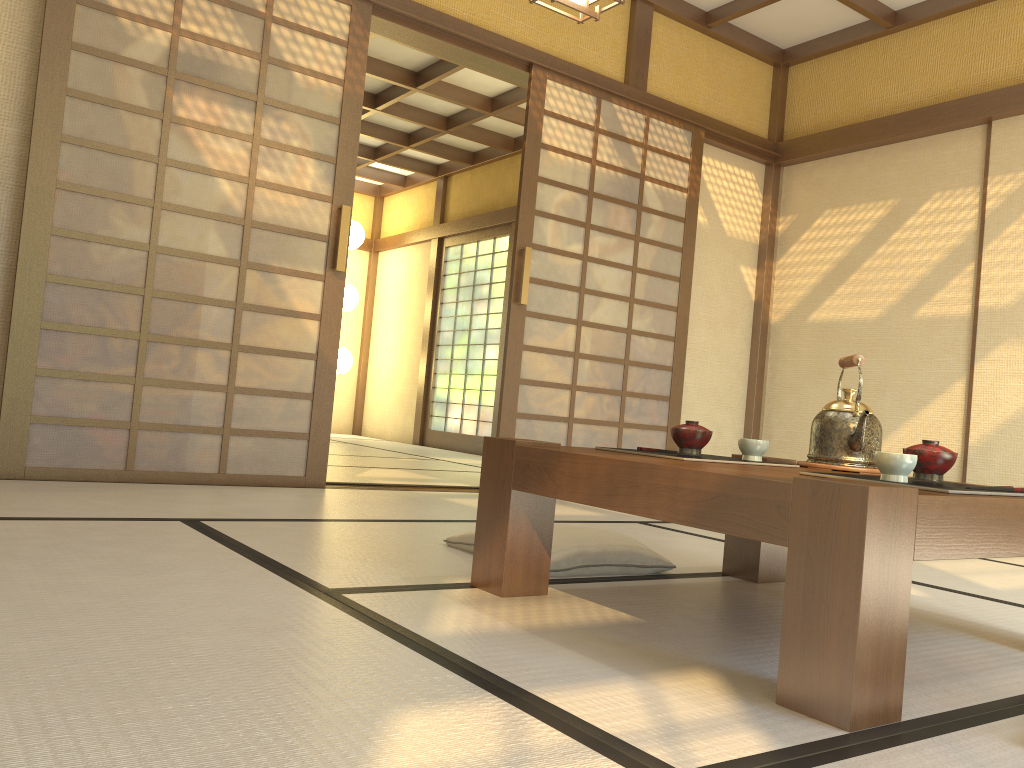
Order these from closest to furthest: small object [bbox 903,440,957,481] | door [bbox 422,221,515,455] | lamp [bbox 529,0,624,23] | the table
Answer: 1. the table
2. small object [bbox 903,440,957,481]
3. lamp [bbox 529,0,624,23]
4. door [bbox 422,221,515,455]

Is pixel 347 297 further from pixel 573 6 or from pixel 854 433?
pixel 854 433

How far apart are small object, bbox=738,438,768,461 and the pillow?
0.5 meters

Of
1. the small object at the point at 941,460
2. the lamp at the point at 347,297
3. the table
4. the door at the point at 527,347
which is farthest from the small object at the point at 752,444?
the lamp at the point at 347,297

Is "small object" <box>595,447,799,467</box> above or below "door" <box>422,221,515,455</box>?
below

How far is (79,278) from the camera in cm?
345

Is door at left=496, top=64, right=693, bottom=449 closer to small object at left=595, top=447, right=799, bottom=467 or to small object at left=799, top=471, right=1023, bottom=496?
small object at left=595, top=447, right=799, bottom=467

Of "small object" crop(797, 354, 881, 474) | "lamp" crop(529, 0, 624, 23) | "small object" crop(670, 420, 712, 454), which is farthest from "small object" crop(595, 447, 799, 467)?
"lamp" crop(529, 0, 624, 23)

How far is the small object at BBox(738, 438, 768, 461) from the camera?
2.1 meters

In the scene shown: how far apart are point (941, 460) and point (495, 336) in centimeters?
692cm
